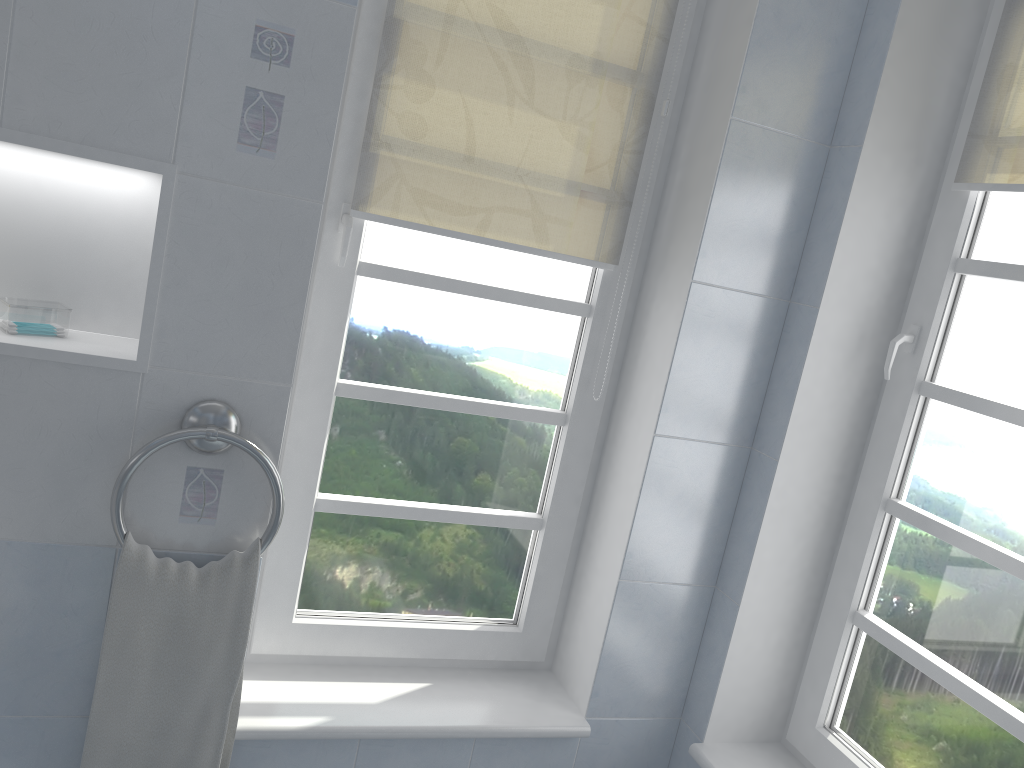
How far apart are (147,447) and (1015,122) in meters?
1.7 m

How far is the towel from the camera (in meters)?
1.54

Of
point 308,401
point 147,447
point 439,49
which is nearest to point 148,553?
point 147,447

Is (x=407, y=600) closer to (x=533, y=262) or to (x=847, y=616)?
(x=533, y=262)

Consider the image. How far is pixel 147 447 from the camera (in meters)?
1.51

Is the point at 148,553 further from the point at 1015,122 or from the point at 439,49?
the point at 1015,122

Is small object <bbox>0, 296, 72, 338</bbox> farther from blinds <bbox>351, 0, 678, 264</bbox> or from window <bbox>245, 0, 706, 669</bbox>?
blinds <bbox>351, 0, 678, 264</bbox>

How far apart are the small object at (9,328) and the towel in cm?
38

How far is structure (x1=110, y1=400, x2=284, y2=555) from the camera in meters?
1.5 m

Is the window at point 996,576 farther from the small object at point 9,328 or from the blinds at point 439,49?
the small object at point 9,328
